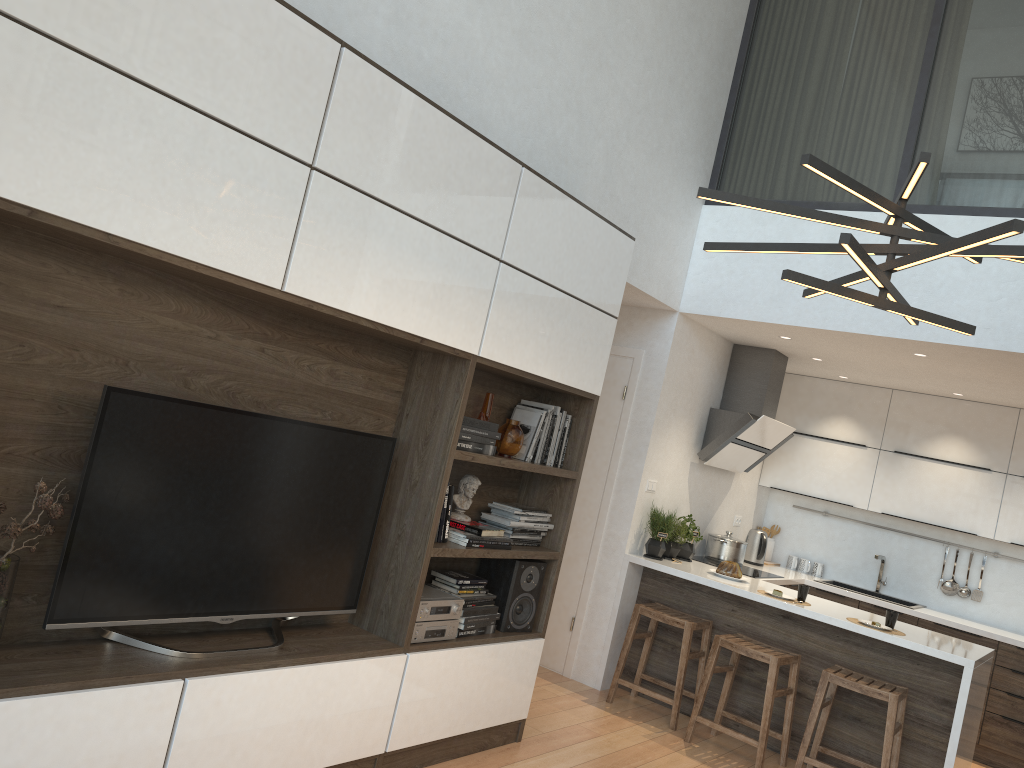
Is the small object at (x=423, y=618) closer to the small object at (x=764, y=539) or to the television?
the television

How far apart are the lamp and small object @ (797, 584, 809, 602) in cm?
274

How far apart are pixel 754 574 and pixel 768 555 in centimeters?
132cm

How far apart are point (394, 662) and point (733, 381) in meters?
3.7

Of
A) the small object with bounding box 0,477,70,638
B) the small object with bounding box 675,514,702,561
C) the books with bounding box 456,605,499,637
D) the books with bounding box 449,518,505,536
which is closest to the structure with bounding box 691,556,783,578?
the small object with bounding box 675,514,702,561

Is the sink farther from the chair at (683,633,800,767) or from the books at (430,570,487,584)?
the books at (430,570,487,584)

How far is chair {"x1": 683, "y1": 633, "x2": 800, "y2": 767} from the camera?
4.59m

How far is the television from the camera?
2.5 meters

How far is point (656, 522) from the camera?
5.6 meters

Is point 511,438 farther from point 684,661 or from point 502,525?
point 684,661
